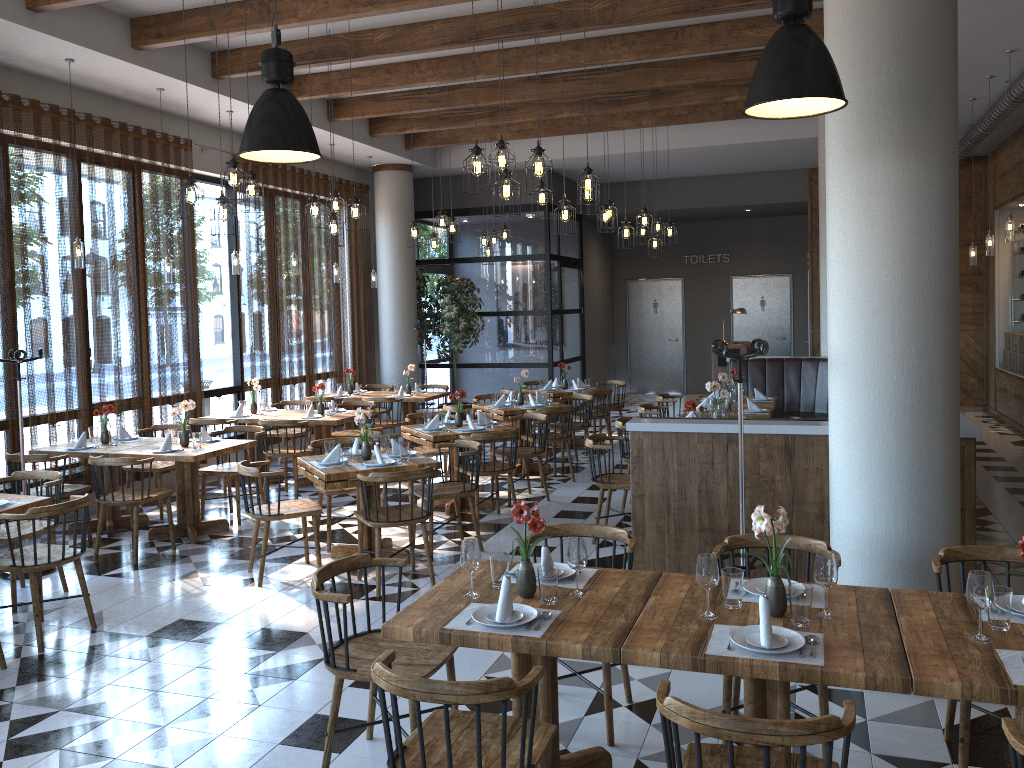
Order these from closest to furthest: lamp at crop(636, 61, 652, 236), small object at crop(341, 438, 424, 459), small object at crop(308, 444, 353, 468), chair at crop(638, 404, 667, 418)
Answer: small object at crop(308, 444, 353, 468) < small object at crop(341, 438, 424, 459) < chair at crop(638, 404, 667, 418) < lamp at crop(636, 61, 652, 236)

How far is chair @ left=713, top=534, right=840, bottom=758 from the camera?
3.6 meters

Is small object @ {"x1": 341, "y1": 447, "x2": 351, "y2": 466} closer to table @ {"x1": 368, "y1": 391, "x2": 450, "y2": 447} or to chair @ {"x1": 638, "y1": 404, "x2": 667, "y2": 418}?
chair @ {"x1": 638, "y1": 404, "x2": 667, "y2": 418}

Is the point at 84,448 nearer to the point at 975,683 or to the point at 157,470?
the point at 157,470

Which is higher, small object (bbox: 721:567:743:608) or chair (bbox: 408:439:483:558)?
small object (bbox: 721:567:743:608)

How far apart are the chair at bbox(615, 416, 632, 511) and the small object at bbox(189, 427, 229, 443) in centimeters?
355cm

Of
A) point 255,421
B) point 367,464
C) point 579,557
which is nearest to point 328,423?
point 255,421

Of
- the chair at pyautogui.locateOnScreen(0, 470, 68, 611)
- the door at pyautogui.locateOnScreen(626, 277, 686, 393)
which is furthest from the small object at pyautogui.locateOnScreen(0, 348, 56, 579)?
the door at pyautogui.locateOnScreen(626, 277, 686, 393)

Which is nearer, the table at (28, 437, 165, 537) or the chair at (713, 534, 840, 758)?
the chair at (713, 534, 840, 758)

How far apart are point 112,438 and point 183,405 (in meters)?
0.77
